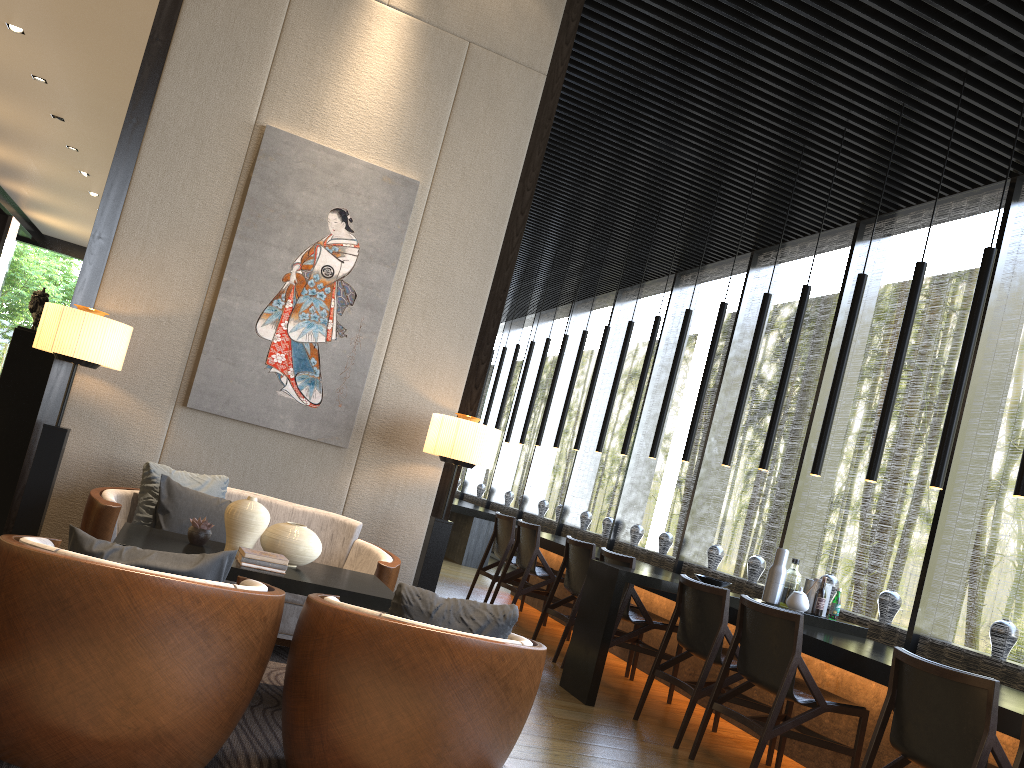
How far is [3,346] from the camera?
20.1 meters

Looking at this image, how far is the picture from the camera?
4.54m

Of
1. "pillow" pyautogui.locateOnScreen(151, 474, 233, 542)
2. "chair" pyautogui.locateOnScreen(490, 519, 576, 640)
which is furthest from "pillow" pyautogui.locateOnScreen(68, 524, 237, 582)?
"chair" pyautogui.locateOnScreen(490, 519, 576, 640)

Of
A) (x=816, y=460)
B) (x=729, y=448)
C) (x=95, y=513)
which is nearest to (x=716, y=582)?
(x=816, y=460)

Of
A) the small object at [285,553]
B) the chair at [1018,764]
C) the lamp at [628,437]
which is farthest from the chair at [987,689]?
the lamp at [628,437]

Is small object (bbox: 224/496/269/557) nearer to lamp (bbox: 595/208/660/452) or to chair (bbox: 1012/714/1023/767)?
chair (bbox: 1012/714/1023/767)

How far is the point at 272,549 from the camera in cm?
339

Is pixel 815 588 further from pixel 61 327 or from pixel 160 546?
pixel 61 327

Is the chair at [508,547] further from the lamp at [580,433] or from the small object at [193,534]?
the small object at [193,534]

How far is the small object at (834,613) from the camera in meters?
5.3 m
